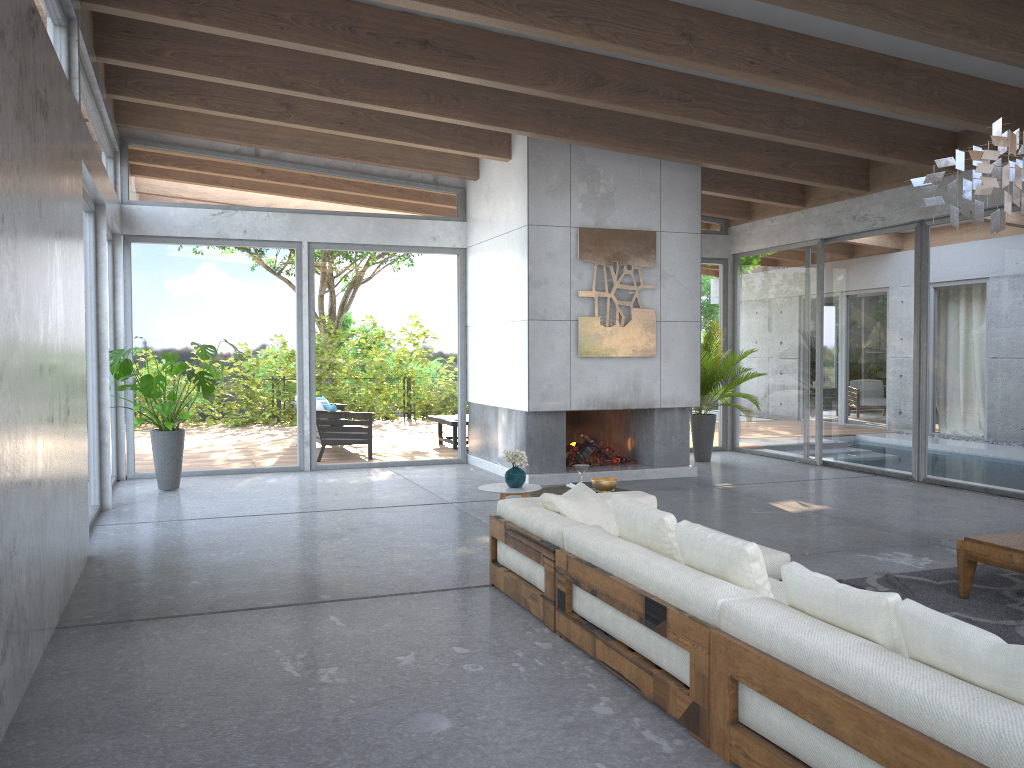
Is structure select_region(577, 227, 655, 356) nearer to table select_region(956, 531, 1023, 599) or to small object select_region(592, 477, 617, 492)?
small object select_region(592, 477, 617, 492)

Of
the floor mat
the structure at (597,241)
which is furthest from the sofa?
the structure at (597,241)

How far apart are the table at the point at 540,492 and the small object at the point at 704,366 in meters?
5.1

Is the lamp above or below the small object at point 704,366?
above

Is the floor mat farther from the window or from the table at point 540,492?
the window

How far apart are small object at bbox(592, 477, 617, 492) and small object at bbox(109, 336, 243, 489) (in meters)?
4.34

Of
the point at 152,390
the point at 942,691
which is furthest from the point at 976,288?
the point at 152,390

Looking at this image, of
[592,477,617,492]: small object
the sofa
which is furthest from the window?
[592,477,617,492]: small object

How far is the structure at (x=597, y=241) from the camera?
9.28m

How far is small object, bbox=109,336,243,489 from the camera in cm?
837
